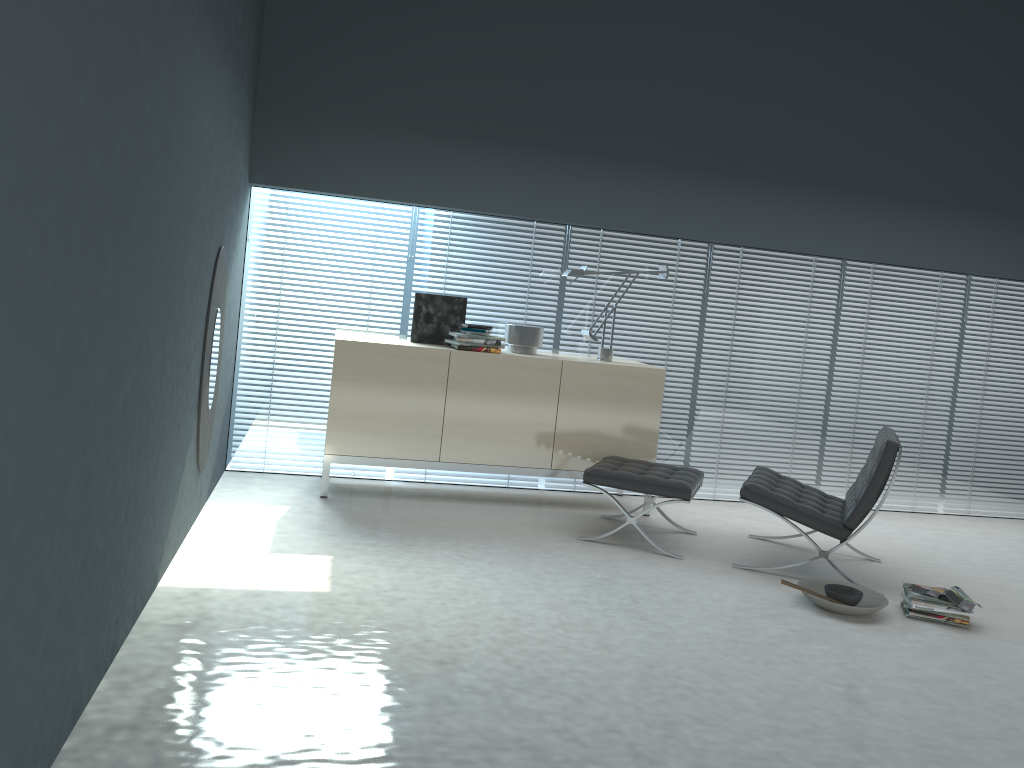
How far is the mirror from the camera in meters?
4.0

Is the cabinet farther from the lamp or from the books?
the books

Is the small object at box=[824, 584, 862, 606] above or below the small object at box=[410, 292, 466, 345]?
below

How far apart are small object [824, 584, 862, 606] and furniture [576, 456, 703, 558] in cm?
78

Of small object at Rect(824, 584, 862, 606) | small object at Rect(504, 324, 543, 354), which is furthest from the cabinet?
small object at Rect(824, 584, 862, 606)

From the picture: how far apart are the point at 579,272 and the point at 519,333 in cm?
51

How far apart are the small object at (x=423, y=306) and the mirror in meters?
1.2 m

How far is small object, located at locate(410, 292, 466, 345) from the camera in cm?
530

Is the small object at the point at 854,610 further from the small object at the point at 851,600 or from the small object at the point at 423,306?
the small object at the point at 423,306

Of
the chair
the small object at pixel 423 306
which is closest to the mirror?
the small object at pixel 423 306
